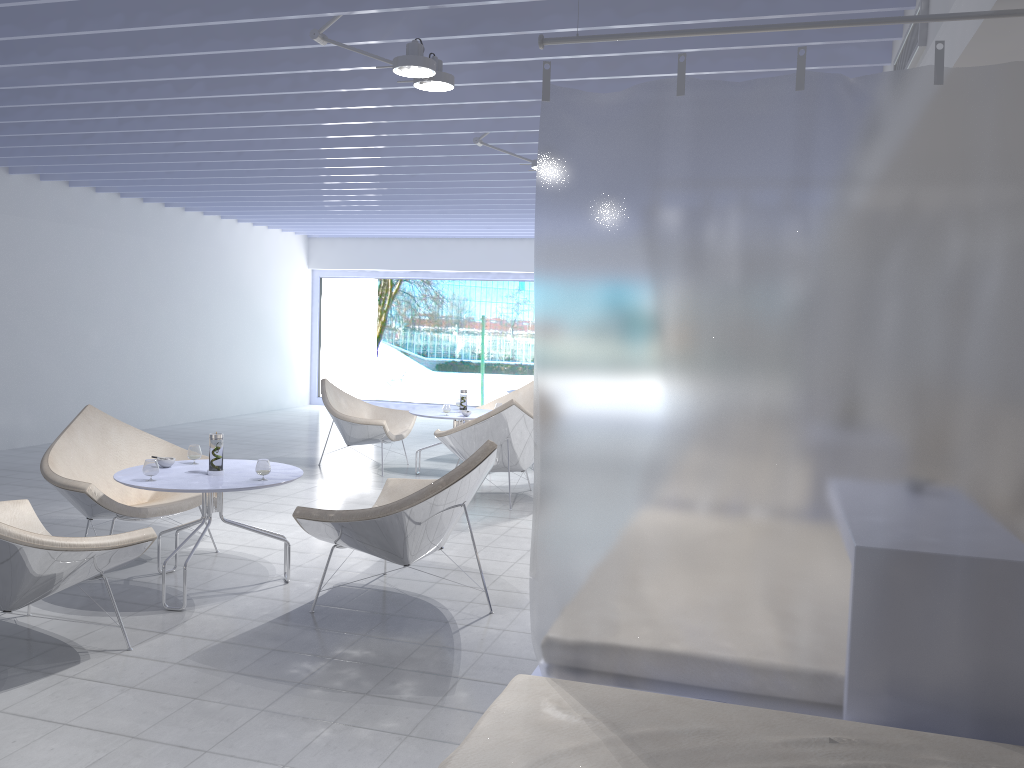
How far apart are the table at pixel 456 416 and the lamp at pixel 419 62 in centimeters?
347cm

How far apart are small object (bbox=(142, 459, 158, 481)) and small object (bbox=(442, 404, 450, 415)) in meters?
3.3 m

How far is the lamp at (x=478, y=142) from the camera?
5.7m

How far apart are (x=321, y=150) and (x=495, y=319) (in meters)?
7.56

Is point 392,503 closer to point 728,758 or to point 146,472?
point 146,472

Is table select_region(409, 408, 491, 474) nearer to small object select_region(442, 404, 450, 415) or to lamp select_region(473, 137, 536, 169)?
small object select_region(442, 404, 450, 415)

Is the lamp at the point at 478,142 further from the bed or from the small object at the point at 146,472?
the bed

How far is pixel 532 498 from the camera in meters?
6.5

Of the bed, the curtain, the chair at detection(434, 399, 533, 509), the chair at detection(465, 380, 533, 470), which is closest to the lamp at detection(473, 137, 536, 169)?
the chair at detection(434, 399, 533, 509)

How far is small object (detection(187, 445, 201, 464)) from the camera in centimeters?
427cm
